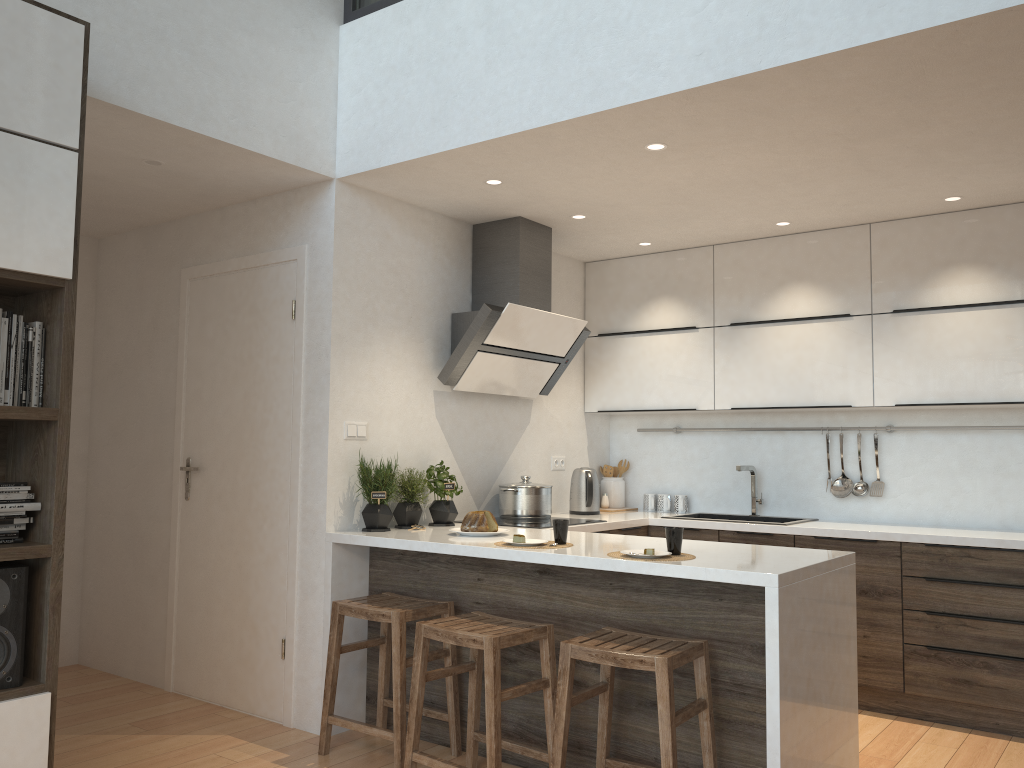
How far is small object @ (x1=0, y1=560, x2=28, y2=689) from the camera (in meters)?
2.47

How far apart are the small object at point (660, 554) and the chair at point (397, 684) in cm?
95

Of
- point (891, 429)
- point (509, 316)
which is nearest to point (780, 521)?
point (891, 429)

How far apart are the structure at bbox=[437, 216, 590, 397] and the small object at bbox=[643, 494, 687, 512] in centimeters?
102cm

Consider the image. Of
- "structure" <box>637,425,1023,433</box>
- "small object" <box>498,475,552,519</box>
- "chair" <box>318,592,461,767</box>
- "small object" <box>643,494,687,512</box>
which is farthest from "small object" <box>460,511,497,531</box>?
"structure" <box>637,425,1023,433</box>

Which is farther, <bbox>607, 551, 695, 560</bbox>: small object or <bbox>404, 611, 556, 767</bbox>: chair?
<bbox>607, 551, 695, 560</bbox>: small object

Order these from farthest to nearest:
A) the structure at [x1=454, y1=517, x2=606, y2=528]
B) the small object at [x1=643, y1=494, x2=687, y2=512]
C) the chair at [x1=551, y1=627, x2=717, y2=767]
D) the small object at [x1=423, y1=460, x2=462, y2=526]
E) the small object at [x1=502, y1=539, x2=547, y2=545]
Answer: the small object at [x1=643, y1=494, x2=687, y2=512], the structure at [x1=454, y1=517, x2=606, y2=528], the small object at [x1=423, y1=460, x2=462, y2=526], the small object at [x1=502, y1=539, x2=547, y2=545], the chair at [x1=551, y1=627, x2=717, y2=767]

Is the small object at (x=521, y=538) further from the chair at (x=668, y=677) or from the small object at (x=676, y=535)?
the chair at (x=668, y=677)

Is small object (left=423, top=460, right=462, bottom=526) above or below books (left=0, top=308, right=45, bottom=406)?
below

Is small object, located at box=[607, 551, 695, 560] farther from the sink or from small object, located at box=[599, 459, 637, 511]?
small object, located at box=[599, 459, 637, 511]
